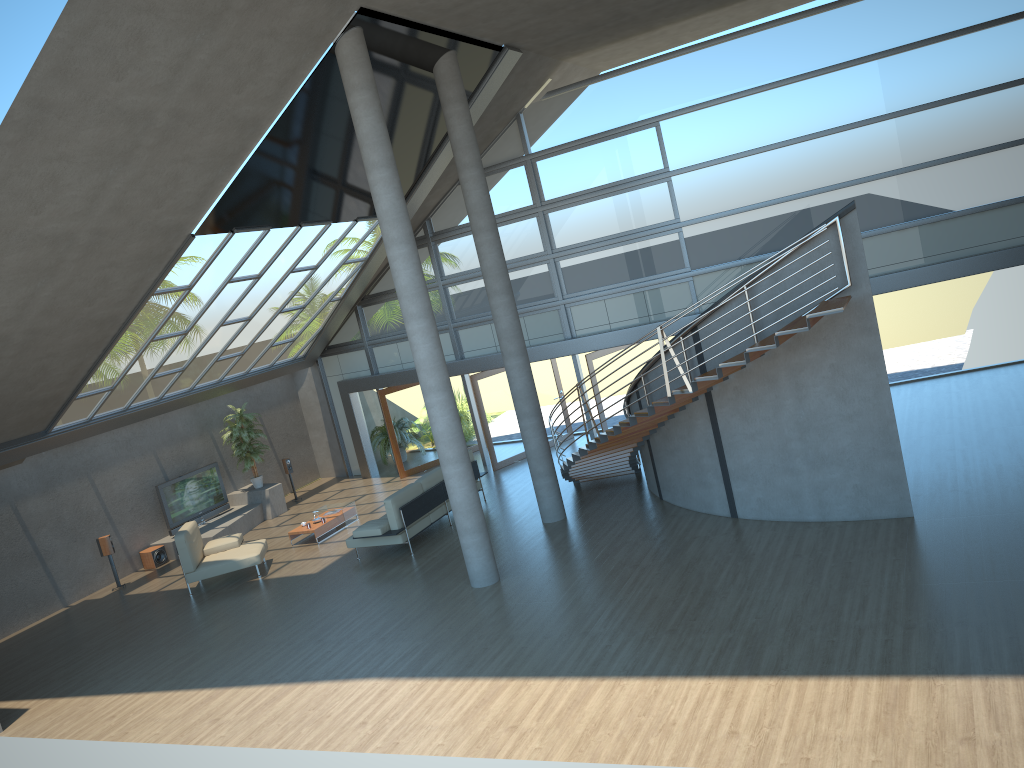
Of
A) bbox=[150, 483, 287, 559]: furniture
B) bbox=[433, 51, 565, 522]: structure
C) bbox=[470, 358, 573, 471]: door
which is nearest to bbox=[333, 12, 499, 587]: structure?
bbox=[433, 51, 565, 522]: structure

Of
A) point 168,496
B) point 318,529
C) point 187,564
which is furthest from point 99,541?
point 318,529

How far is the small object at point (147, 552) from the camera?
16.4 meters

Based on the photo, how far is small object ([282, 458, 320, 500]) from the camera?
19.2m

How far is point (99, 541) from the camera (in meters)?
15.38

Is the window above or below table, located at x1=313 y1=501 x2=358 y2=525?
above

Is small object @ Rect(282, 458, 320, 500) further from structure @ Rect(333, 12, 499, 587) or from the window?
structure @ Rect(333, 12, 499, 587)

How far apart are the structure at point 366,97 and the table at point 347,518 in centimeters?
542cm

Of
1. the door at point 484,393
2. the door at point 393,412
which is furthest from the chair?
the door at point 484,393

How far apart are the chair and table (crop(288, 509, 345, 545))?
0.9 meters
